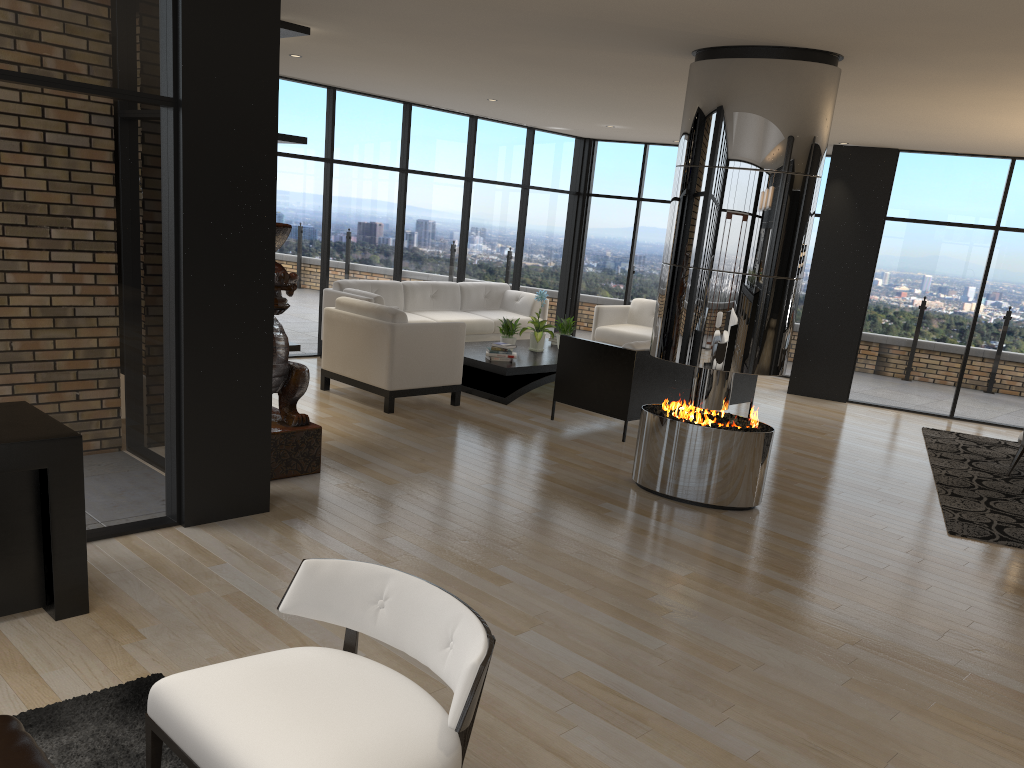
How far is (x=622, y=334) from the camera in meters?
10.3

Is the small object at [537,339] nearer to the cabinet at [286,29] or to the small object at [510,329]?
the small object at [510,329]

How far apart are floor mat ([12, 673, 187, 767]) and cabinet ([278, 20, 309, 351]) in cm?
359

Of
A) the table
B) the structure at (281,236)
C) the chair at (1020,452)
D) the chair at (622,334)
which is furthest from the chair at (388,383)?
the chair at (1020,452)

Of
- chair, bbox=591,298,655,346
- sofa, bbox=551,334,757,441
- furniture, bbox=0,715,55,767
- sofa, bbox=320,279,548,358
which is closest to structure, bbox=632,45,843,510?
sofa, bbox=551,334,757,441

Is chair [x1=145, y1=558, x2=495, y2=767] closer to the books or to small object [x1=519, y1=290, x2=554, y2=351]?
A: the books

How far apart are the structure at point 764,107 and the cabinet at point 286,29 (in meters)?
2.55

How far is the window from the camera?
3.8m

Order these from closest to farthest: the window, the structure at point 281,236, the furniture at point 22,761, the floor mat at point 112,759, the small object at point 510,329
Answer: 1. the furniture at point 22,761
2. the floor mat at point 112,759
3. the window
4. the structure at point 281,236
5. the small object at point 510,329

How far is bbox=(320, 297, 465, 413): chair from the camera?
7.32m
